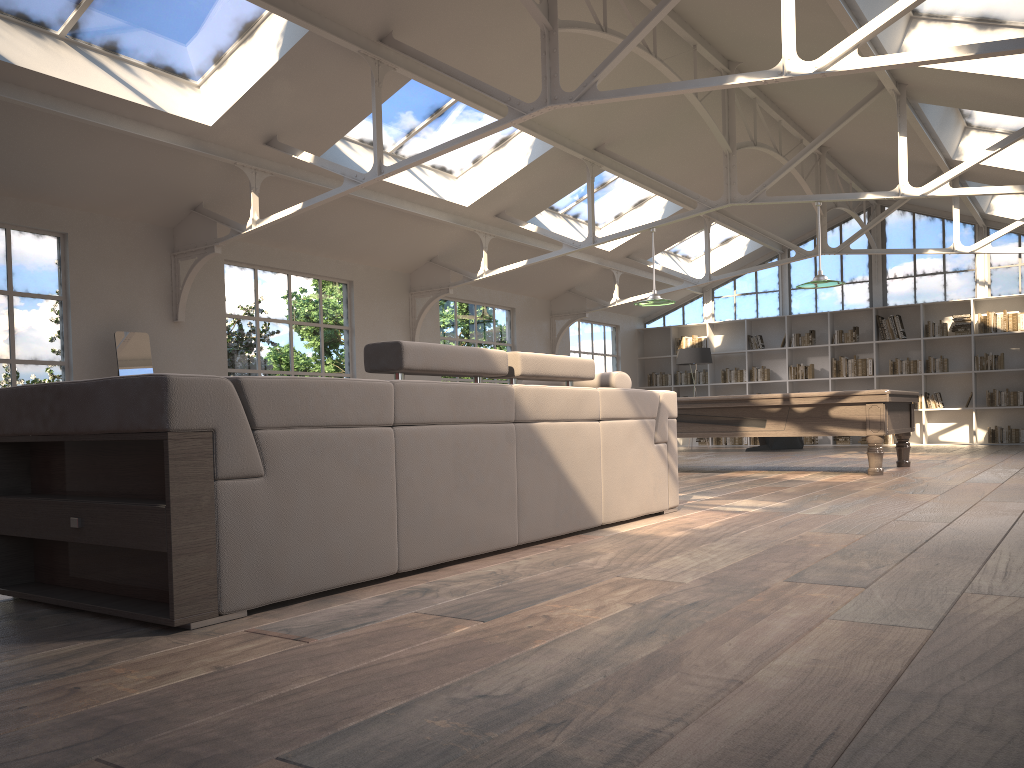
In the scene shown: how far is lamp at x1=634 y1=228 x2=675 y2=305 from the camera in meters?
9.7 m

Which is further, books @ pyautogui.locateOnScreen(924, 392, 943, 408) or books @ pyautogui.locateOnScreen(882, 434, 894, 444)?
books @ pyautogui.locateOnScreen(882, 434, 894, 444)

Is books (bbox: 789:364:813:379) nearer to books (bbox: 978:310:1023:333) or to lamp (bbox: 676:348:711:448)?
lamp (bbox: 676:348:711:448)

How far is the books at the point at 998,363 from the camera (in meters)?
14.29

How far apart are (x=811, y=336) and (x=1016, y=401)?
3.40m

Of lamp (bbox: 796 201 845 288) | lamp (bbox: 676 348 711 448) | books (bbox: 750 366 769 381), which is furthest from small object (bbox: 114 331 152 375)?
books (bbox: 750 366 769 381)

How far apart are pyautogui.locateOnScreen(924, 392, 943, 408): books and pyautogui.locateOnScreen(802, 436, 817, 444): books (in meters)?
2.00

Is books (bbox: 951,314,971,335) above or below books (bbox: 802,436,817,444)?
above

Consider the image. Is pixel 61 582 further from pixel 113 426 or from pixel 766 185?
pixel 766 185

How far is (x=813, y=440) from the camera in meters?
15.8 m
